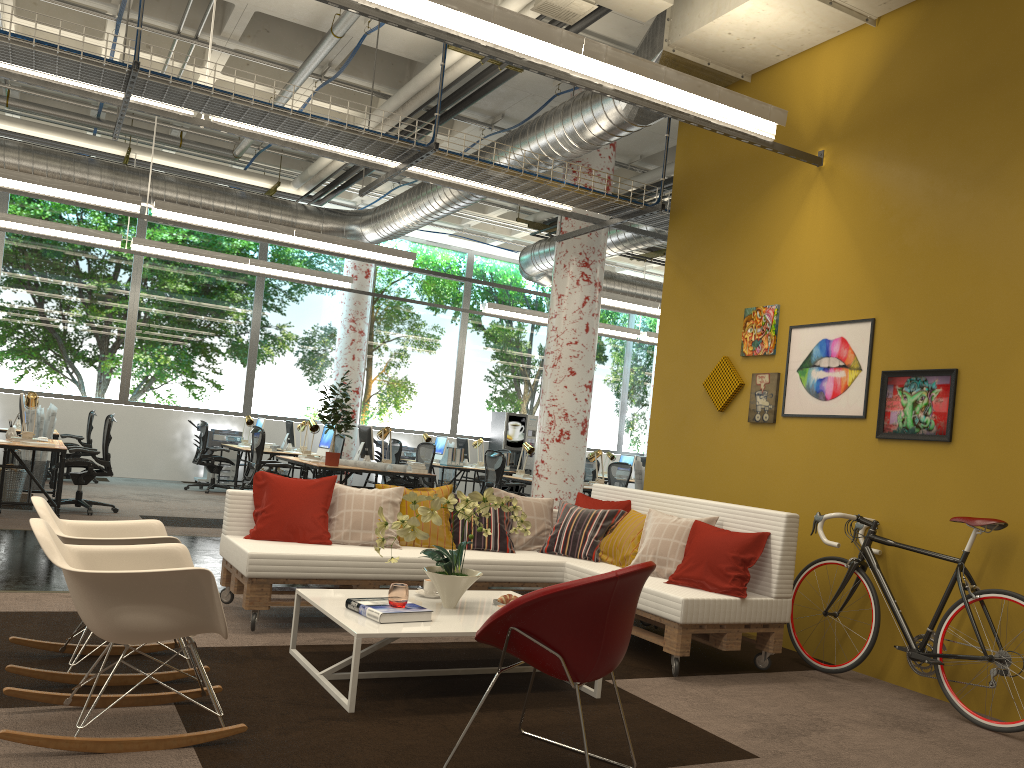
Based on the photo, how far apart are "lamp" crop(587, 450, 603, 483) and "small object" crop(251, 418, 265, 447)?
5.3 meters

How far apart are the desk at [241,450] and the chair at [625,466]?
4.9 meters

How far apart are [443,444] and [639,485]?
4.97m

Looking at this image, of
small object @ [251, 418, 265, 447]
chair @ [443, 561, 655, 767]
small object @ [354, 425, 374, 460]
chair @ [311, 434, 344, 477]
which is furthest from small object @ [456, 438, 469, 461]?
chair @ [443, 561, 655, 767]

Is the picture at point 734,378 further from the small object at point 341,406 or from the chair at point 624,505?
the small object at point 341,406

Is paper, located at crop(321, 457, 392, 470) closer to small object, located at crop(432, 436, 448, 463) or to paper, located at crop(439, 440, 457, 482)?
small object, located at crop(432, 436, 448, 463)

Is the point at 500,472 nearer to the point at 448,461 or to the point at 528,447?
the point at 528,447

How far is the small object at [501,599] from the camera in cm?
458

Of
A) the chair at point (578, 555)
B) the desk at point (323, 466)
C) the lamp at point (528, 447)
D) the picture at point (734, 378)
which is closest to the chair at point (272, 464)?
the desk at point (323, 466)

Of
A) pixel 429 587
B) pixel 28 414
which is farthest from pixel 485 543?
pixel 28 414
